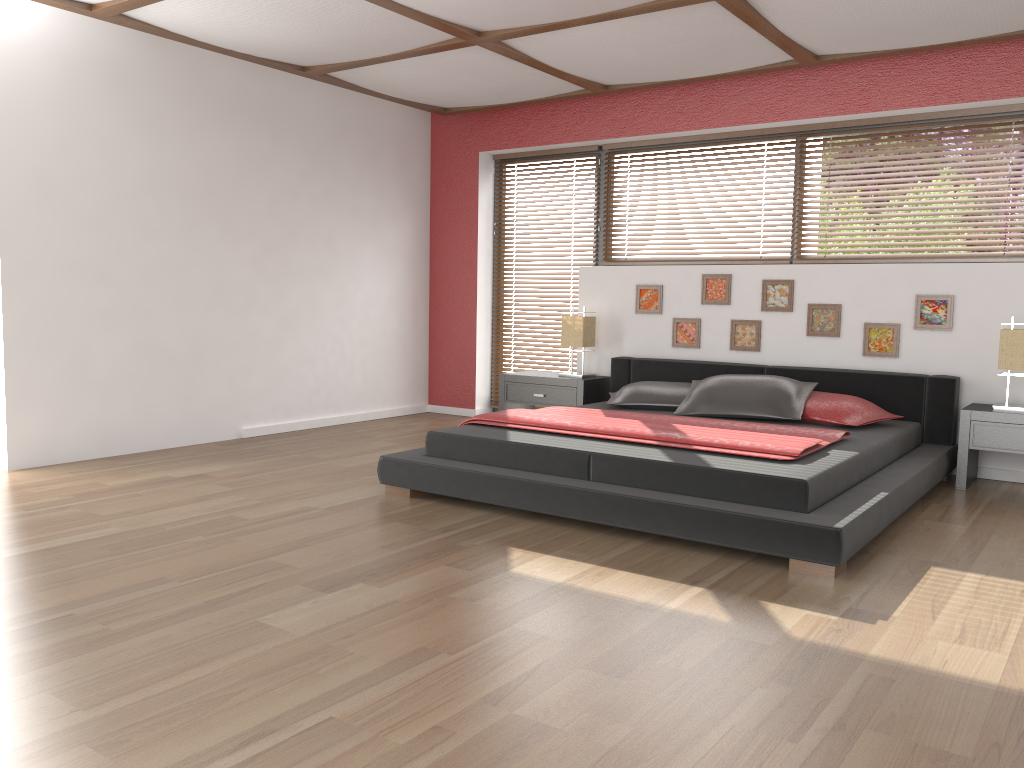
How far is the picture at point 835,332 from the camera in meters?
5.4

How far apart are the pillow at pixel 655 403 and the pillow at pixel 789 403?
0.05m

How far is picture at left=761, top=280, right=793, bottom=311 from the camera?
5.5 meters

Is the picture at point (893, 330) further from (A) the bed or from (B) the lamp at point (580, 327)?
(B) the lamp at point (580, 327)

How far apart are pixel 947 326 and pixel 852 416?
0.93m

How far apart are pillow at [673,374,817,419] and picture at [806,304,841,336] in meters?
0.6

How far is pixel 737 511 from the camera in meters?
3.3

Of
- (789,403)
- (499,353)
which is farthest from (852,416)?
(499,353)

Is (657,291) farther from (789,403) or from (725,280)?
(789,403)

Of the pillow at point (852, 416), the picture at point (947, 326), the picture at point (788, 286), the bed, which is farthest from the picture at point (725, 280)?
the picture at point (947, 326)
